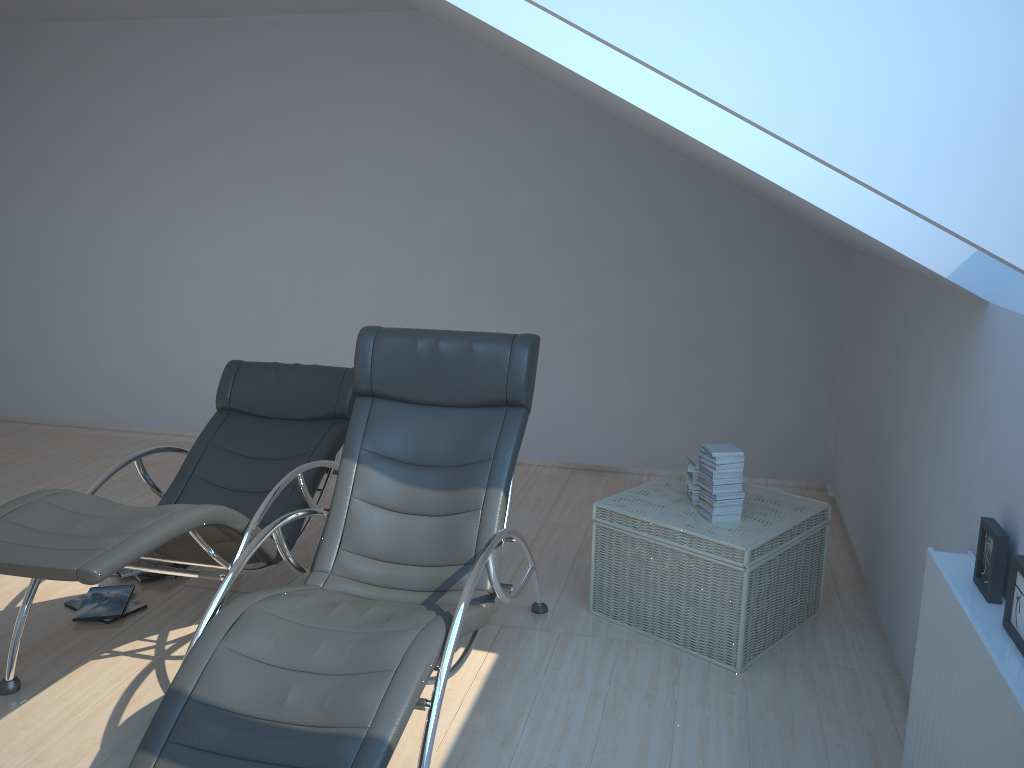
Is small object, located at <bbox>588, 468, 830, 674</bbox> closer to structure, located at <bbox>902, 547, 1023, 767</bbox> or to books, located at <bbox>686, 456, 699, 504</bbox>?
books, located at <bbox>686, 456, 699, 504</bbox>

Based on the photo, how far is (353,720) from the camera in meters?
2.3

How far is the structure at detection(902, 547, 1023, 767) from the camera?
1.9 meters

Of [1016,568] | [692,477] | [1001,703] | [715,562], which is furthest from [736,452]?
[1001,703]

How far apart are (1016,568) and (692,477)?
1.8 meters

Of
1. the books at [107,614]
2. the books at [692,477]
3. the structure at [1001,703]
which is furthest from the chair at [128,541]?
the structure at [1001,703]

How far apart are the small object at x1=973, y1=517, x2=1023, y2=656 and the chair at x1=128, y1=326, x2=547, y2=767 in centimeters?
139cm

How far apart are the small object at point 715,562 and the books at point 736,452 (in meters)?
0.02

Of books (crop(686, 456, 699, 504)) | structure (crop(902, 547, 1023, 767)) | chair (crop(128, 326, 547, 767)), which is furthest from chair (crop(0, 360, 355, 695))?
structure (crop(902, 547, 1023, 767))

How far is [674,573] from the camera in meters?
3.6 m
